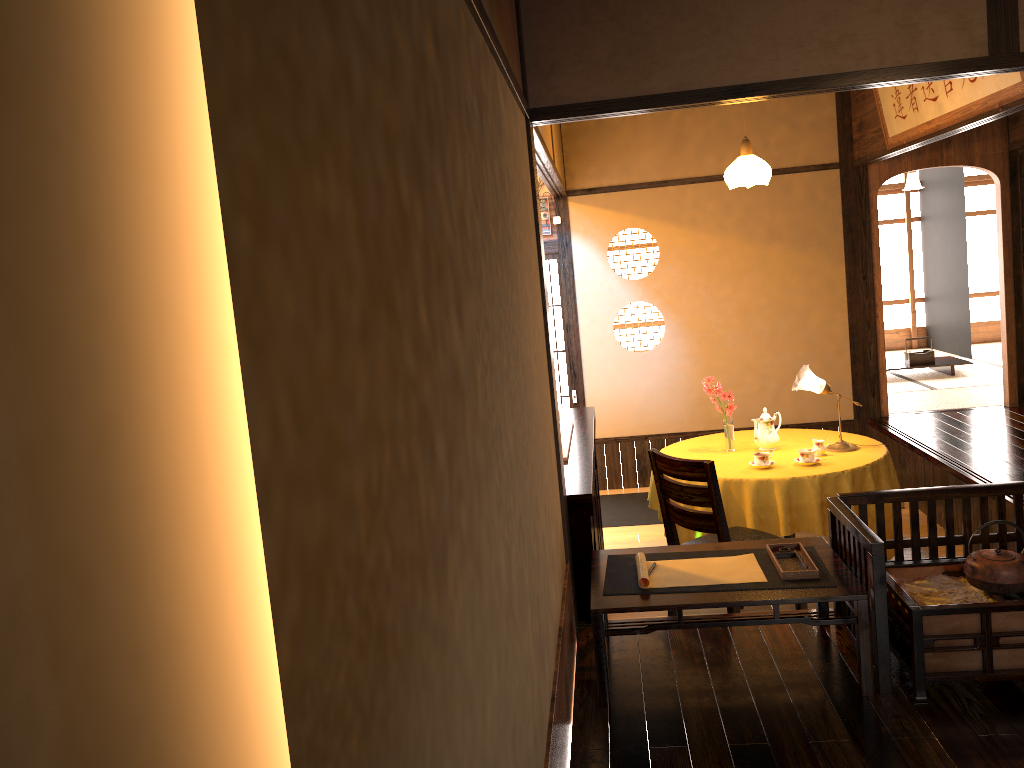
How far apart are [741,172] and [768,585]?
3.3m

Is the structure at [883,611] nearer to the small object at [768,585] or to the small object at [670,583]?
the small object at [768,585]

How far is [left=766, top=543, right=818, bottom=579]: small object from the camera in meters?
3.0

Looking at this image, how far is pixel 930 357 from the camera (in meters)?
9.03

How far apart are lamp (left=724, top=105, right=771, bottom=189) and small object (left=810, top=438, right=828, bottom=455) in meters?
1.6

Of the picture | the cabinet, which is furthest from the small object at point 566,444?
the picture

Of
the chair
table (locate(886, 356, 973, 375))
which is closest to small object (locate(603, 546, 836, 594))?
the chair

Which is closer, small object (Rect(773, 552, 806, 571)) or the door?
small object (Rect(773, 552, 806, 571))

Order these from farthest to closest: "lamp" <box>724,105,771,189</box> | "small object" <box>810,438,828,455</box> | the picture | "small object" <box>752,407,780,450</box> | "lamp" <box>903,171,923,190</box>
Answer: "lamp" <box>903,171,923,190</box> < "lamp" <box>724,105,771,189</box> < "small object" <box>752,407,780,450</box> < "small object" <box>810,438,828,455</box> < the picture

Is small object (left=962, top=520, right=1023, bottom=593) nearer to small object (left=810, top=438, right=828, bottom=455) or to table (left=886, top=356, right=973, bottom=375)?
small object (left=810, top=438, right=828, bottom=455)
